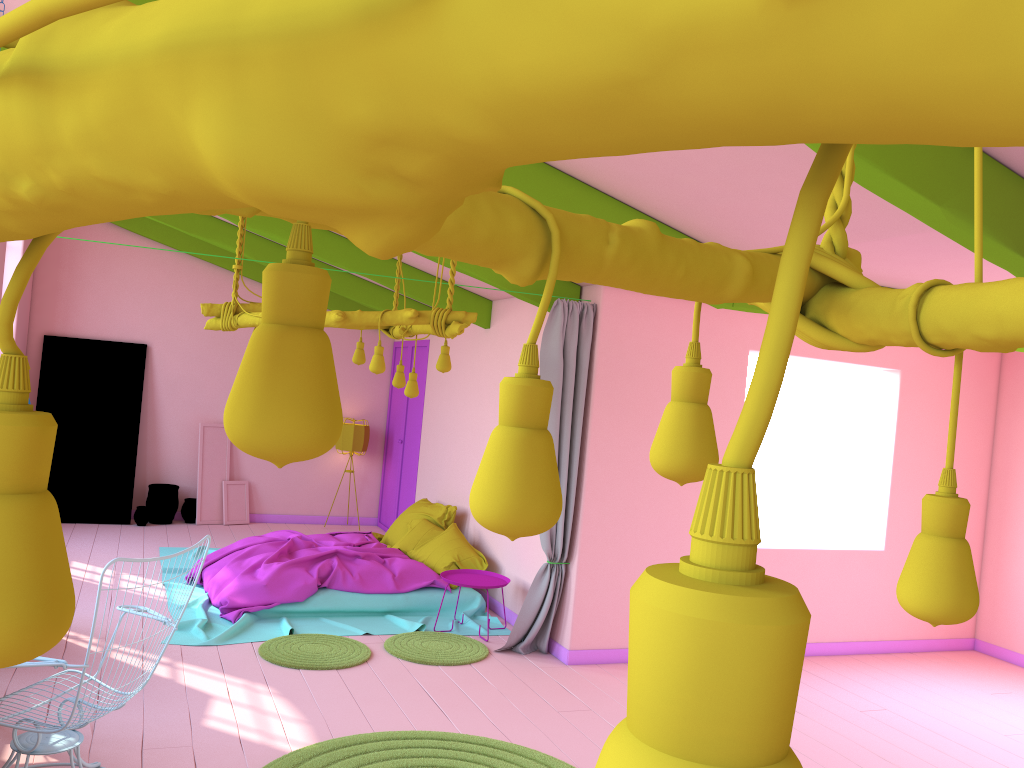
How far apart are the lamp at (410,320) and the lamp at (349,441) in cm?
499

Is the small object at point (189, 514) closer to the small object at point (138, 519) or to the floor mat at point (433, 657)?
the small object at point (138, 519)

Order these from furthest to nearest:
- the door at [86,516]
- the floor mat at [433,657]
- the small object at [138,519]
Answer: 1. the small object at [138,519]
2. the door at [86,516]
3. the floor mat at [433,657]

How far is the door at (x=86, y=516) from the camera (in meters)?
10.57

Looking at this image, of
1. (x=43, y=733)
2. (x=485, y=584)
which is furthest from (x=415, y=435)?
(x=43, y=733)

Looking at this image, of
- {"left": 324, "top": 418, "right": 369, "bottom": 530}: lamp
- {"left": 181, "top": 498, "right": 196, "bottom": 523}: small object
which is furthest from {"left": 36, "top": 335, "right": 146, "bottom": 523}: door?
{"left": 324, "top": 418, "right": 369, "bottom": 530}: lamp

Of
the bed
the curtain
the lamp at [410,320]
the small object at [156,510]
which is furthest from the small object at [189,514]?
the curtain

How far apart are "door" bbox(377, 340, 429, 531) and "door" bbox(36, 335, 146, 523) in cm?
320

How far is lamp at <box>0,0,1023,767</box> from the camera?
0.2m

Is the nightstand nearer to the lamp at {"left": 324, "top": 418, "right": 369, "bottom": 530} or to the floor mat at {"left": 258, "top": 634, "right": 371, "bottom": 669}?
the floor mat at {"left": 258, "top": 634, "right": 371, "bottom": 669}
